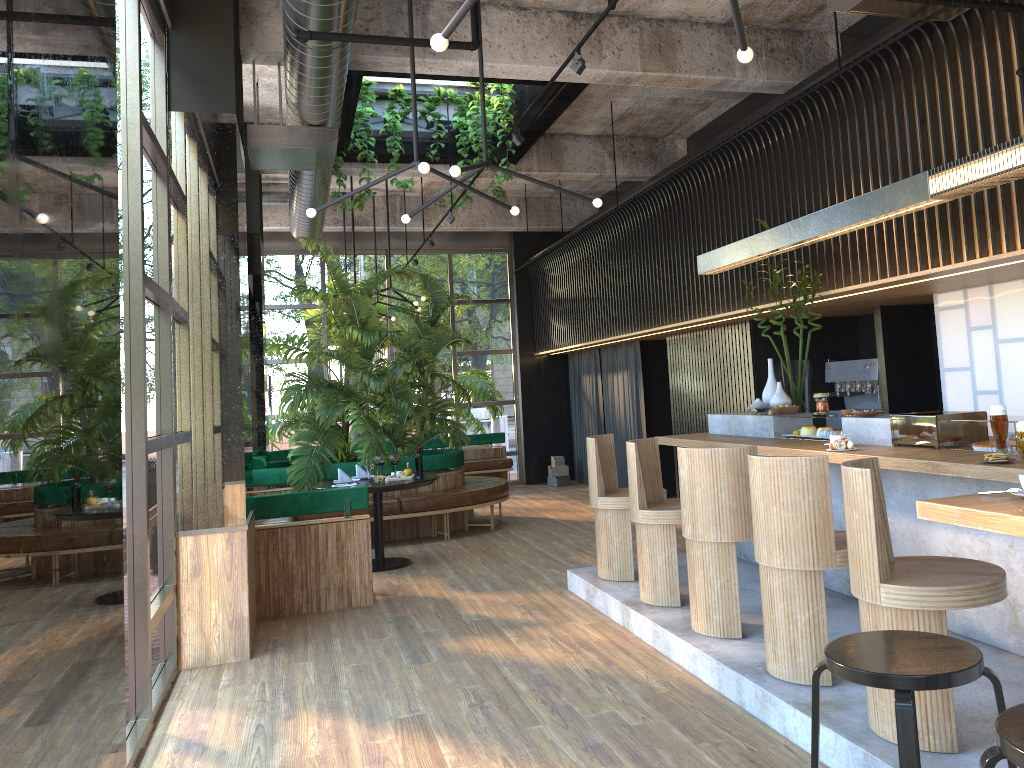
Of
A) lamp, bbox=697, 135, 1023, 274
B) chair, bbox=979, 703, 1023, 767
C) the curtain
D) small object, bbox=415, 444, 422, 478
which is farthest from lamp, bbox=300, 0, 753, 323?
the curtain

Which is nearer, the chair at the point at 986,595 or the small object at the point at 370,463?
the chair at the point at 986,595

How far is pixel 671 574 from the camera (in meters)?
5.36

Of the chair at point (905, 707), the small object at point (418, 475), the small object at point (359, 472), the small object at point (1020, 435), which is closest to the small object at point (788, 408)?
the small object at point (1020, 435)

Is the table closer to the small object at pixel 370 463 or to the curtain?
the small object at pixel 370 463

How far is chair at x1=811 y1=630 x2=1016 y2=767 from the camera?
2.26m

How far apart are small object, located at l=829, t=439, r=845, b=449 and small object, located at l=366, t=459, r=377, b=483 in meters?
4.4

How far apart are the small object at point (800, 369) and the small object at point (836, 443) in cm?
158

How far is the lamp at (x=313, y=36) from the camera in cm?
432

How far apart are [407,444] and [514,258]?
4.8m
